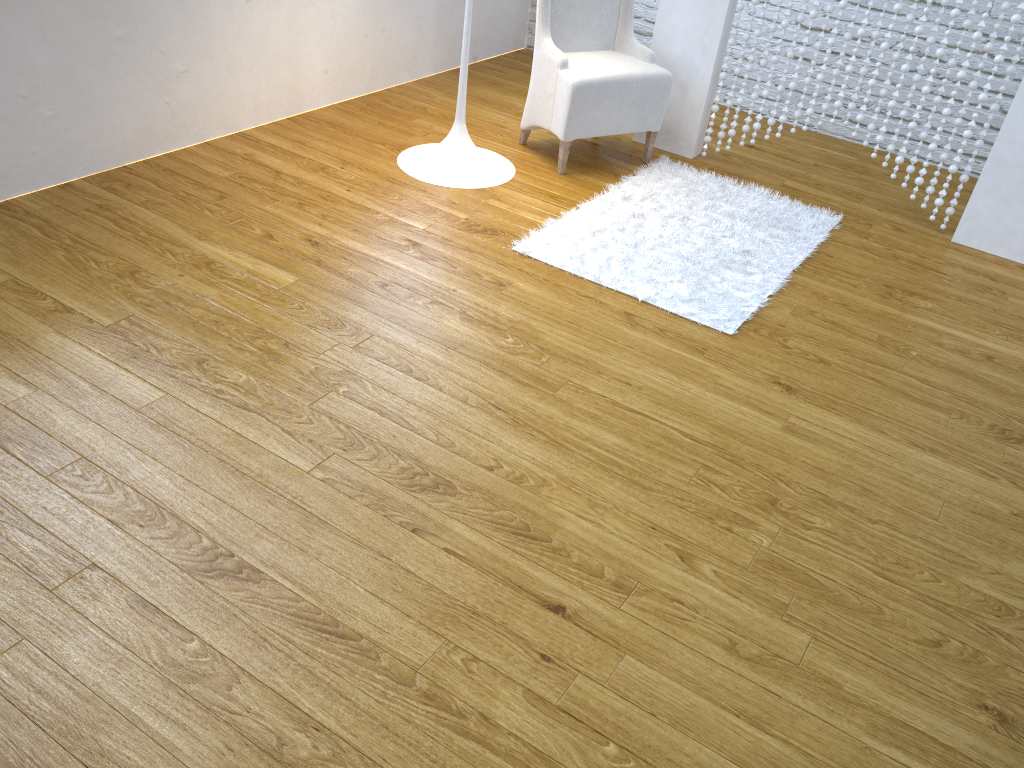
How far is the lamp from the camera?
A: 2.96m

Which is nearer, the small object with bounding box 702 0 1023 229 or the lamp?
the small object with bounding box 702 0 1023 229

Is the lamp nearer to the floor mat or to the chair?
the chair

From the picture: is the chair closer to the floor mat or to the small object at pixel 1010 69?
the floor mat

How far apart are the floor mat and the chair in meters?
0.1 m

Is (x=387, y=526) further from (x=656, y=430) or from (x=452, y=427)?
(x=656, y=430)

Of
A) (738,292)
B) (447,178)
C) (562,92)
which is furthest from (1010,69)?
(447,178)

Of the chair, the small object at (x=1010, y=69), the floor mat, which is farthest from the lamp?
the small object at (x=1010, y=69)

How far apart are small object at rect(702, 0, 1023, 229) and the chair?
0.24m

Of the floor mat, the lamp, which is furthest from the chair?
the lamp
